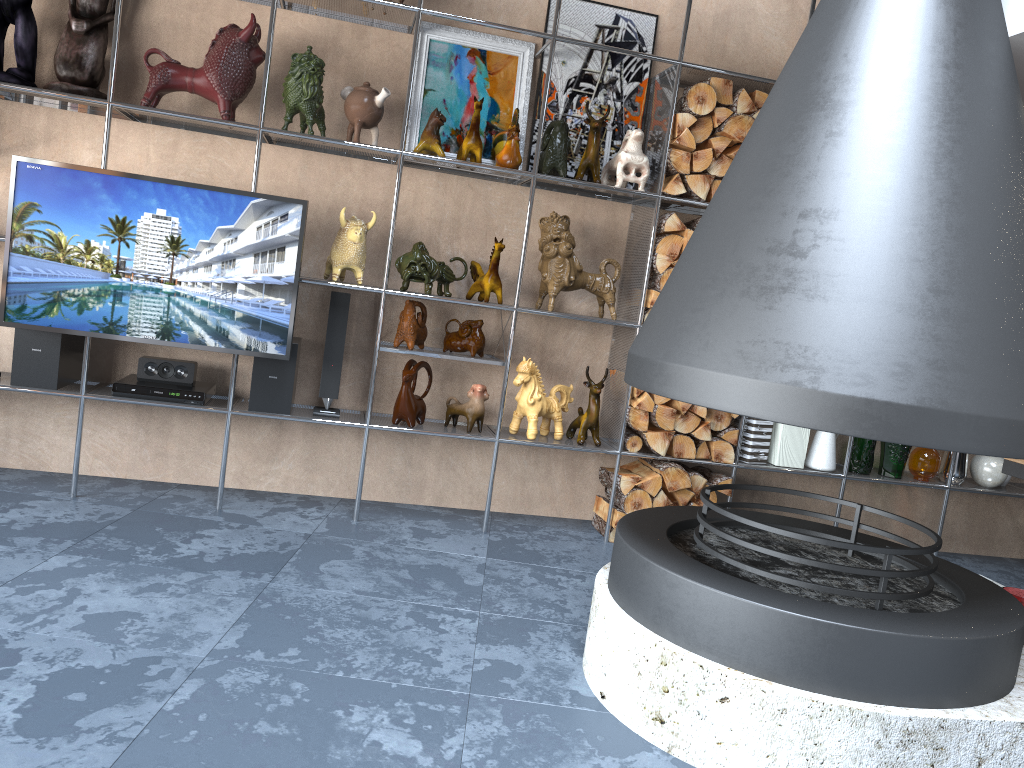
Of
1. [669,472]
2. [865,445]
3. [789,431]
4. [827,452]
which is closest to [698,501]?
[669,472]

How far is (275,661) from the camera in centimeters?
236cm

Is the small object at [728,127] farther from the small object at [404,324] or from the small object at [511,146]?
the small object at [404,324]

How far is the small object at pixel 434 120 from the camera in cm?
368

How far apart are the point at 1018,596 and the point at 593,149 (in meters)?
2.33

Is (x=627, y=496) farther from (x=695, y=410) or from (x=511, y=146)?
(x=511, y=146)

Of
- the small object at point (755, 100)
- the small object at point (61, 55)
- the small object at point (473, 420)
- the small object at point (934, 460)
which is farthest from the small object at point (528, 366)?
the small object at point (61, 55)

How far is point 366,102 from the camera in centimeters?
Answer: 359cm

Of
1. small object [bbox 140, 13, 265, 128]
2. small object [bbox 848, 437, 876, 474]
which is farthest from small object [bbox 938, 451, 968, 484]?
small object [bbox 140, 13, 265, 128]

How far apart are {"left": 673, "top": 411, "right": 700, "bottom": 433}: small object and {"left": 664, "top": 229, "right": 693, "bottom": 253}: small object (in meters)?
0.79
